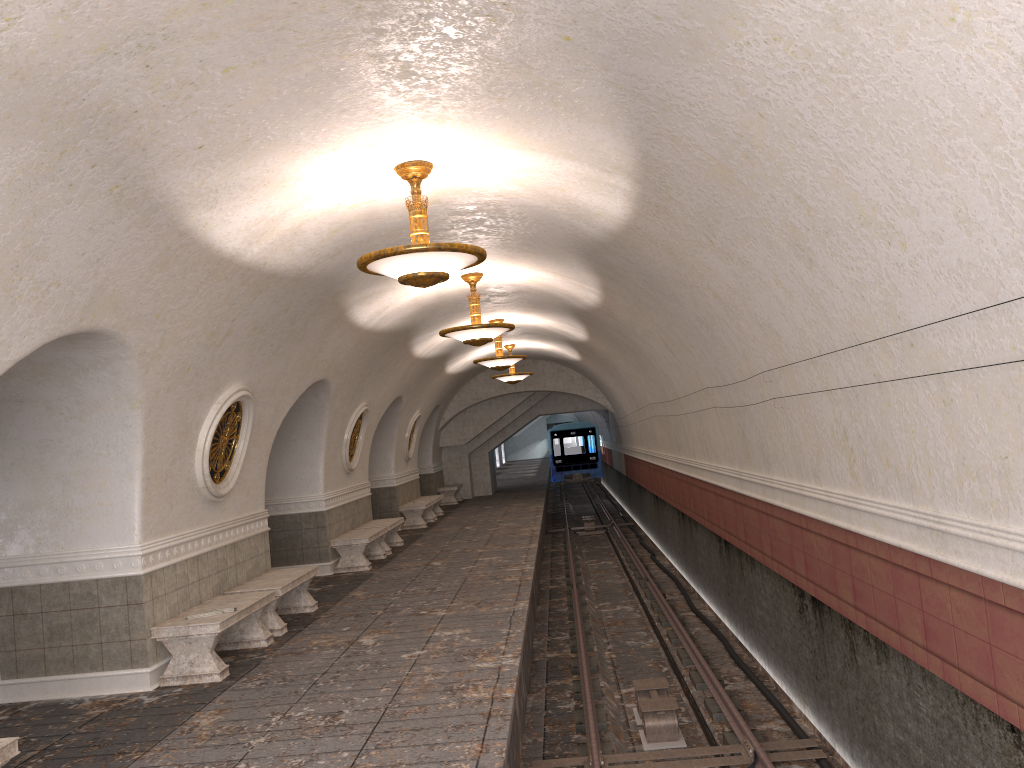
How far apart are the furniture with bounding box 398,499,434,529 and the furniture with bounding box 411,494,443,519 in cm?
49

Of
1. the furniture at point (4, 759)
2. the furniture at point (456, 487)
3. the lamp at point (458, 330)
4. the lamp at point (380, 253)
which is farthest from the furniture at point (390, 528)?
the furniture at point (4, 759)

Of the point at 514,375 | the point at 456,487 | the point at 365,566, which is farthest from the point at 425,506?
the point at 456,487

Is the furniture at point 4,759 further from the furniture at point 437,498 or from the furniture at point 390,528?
the furniture at point 437,498

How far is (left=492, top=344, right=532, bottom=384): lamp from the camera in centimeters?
2090cm

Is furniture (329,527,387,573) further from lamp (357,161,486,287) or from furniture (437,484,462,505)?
furniture (437,484,462,505)

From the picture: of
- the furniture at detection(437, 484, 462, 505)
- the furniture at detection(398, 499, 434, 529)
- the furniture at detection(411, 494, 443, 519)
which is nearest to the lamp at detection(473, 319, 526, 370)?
the furniture at detection(398, 499, 434, 529)

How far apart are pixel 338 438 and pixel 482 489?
14.5m

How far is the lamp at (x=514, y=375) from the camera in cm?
2090

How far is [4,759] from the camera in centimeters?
460cm
